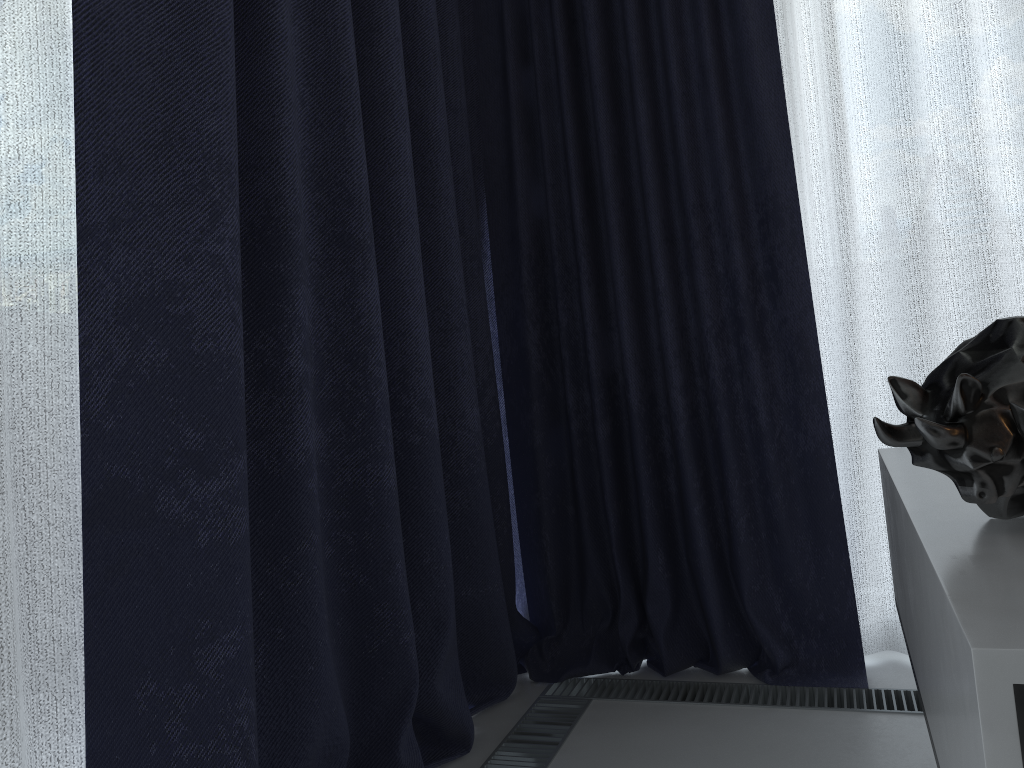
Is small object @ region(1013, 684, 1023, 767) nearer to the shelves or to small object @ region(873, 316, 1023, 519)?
the shelves

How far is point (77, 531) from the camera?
0.9m

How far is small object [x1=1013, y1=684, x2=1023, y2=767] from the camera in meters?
0.5 m

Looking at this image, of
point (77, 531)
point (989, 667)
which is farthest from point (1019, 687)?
point (77, 531)

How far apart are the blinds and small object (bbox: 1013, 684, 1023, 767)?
0.8m

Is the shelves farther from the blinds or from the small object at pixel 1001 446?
the blinds

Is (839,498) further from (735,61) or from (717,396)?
(735,61)

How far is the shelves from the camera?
0.4m

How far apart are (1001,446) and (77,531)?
0.84m

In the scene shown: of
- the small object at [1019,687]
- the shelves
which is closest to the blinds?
the shelves
